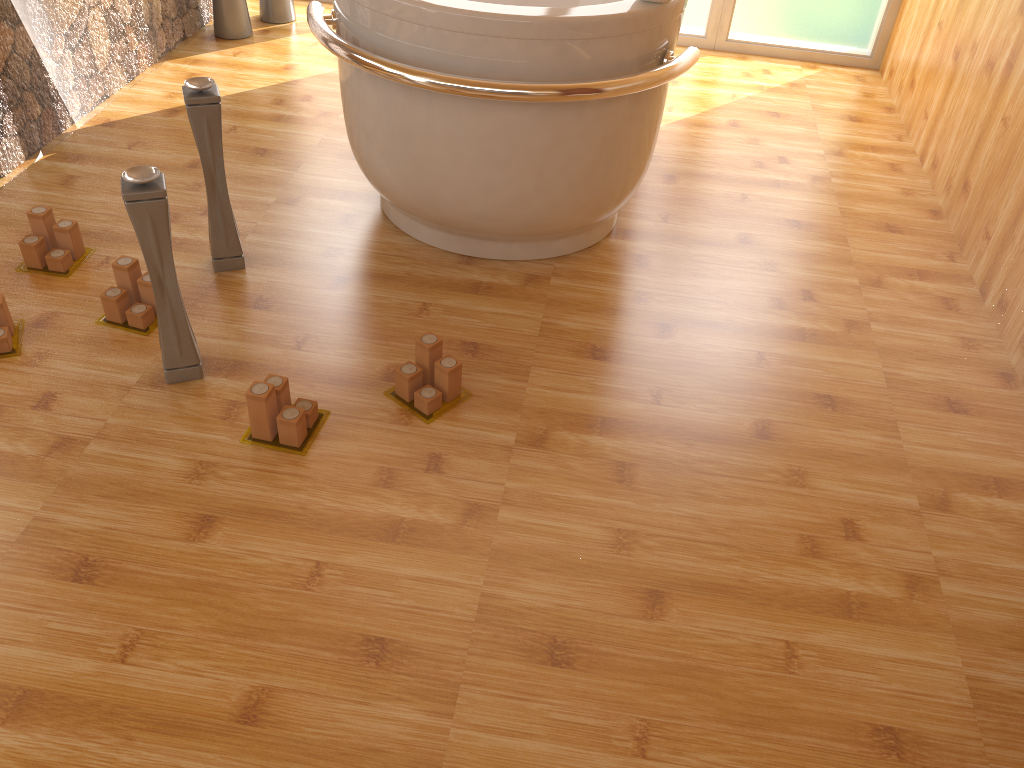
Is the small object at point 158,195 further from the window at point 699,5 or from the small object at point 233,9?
the window at point 699,5

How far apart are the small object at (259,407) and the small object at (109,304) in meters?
0.4 m

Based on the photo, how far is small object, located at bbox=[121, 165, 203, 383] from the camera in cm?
166

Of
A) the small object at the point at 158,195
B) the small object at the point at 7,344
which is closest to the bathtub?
the small object at the point at 158,195

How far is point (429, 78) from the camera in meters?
1.9 m

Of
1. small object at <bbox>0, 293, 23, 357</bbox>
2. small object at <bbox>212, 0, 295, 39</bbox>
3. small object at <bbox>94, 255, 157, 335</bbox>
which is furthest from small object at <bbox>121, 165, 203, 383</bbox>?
small object at <bbox>212, 0, 295, 39</bbox>

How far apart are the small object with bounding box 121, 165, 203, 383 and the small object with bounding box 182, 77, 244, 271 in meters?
0.4 m

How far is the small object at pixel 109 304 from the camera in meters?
2.0 m

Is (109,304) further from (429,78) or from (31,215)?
(429,78)

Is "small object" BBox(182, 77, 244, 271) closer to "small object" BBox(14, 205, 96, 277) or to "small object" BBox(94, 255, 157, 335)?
"small object" BBox(94, 255, 157, 335)
